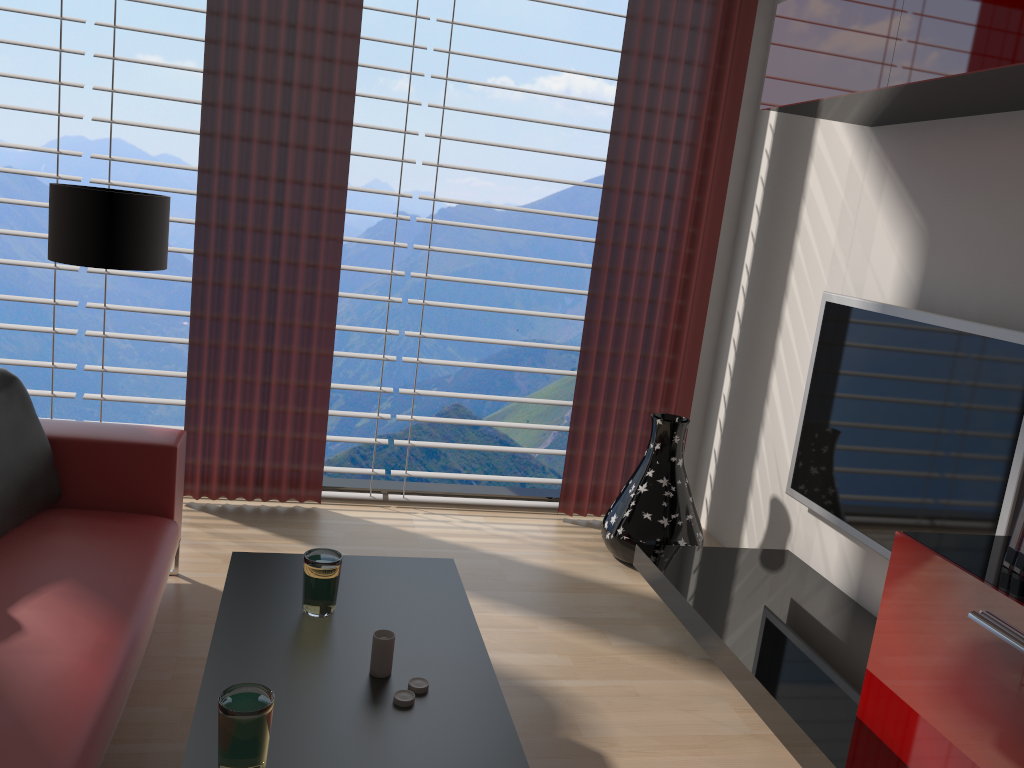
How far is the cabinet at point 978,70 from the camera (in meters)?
3.14

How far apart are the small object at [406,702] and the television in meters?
2.5

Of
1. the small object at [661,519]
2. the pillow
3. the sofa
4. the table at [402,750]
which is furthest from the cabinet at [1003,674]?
the pillow

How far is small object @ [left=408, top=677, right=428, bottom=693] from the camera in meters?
2.7 m

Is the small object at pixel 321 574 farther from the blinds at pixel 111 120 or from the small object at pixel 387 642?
the blinds at pixel 111 120

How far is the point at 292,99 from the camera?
5.3 meters

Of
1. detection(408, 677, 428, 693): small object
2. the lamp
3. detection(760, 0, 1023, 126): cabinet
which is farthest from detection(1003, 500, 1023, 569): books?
the lamp

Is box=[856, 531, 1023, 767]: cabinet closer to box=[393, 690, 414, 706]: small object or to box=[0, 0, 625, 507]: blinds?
box=[393, 690, 414, 706]: small object

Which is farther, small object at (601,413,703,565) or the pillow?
small object at (601,413,703,565)

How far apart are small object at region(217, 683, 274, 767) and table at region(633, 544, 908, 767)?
2.0m
